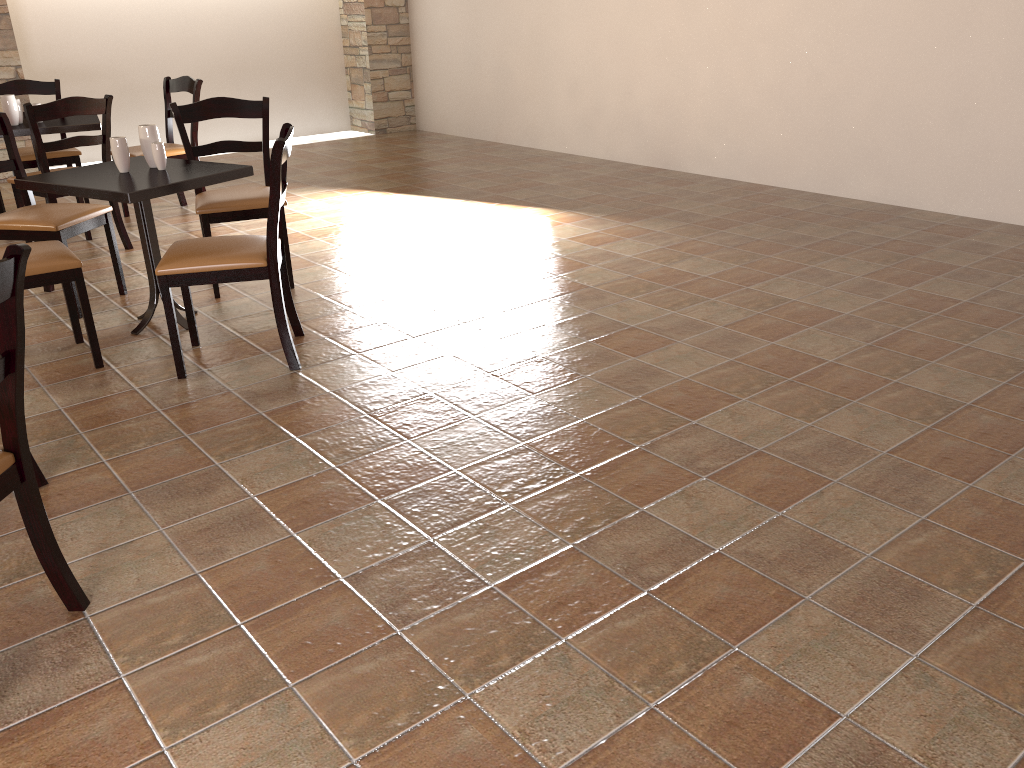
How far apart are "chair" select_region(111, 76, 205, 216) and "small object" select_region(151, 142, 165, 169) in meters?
2.2 m

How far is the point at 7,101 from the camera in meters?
5.1 m

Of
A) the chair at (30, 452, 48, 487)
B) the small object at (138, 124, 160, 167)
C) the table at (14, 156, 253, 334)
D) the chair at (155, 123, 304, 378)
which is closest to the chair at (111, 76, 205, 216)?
the table at (14, 156, 253, 334)

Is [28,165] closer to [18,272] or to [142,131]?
[142,131]

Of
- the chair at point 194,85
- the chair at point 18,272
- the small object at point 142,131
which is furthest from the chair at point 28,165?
the chair at point 18,272

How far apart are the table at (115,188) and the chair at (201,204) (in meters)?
0.24

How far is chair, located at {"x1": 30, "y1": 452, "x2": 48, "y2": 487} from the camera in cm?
254

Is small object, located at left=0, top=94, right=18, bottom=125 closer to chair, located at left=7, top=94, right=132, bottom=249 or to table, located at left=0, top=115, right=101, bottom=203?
table, located at left=0, top=115, right=101, bottom=203

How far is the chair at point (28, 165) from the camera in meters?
5.6 m

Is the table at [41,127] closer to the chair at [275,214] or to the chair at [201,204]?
the chair at [201,204]
